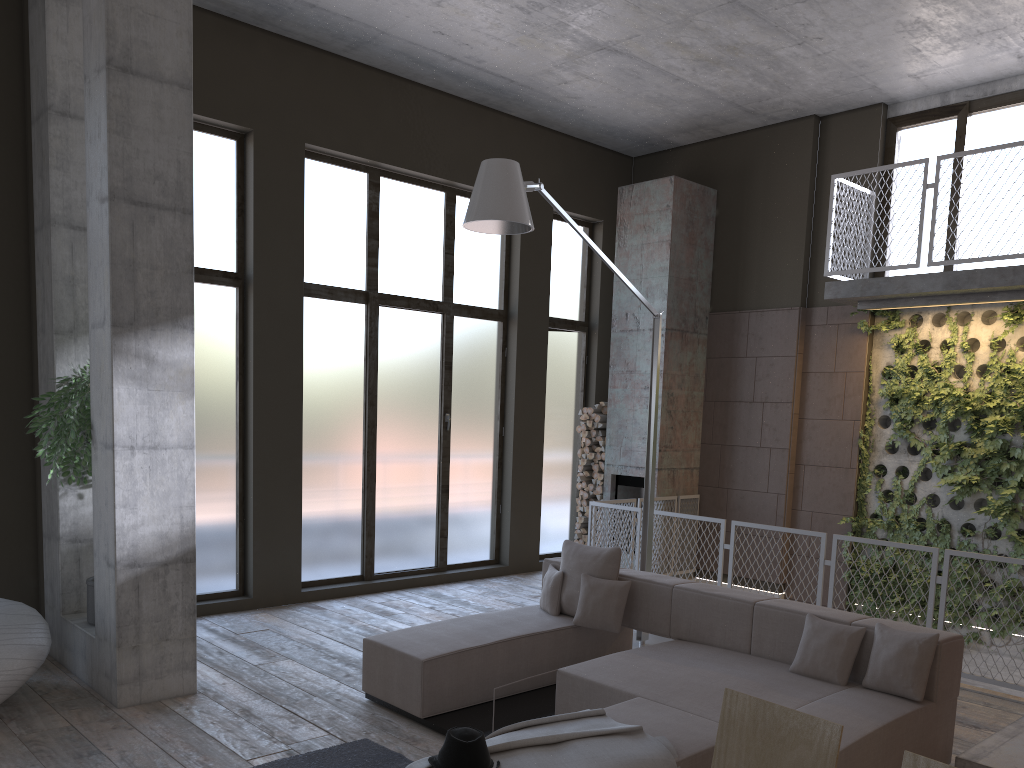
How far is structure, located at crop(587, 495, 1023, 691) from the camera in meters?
6.5 m

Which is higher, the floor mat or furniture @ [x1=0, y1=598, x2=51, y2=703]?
furniture @ [x1=0, y1=598, x2=51, y2=703]

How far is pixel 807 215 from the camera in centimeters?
965cm

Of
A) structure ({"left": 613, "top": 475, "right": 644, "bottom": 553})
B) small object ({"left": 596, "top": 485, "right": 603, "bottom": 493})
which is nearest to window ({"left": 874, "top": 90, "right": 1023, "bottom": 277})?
structure ({"left": 613, "top": 475, "right": 644, "bottom": 553})

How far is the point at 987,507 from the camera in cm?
819

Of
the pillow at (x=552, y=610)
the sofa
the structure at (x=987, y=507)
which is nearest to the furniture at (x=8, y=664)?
the sofa

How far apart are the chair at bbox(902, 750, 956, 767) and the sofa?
1.9m

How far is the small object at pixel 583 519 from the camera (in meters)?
10.65

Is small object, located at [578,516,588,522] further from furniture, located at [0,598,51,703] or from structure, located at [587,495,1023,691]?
furniture, located at [0,598,51,703]

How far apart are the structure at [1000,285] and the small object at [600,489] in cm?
348
